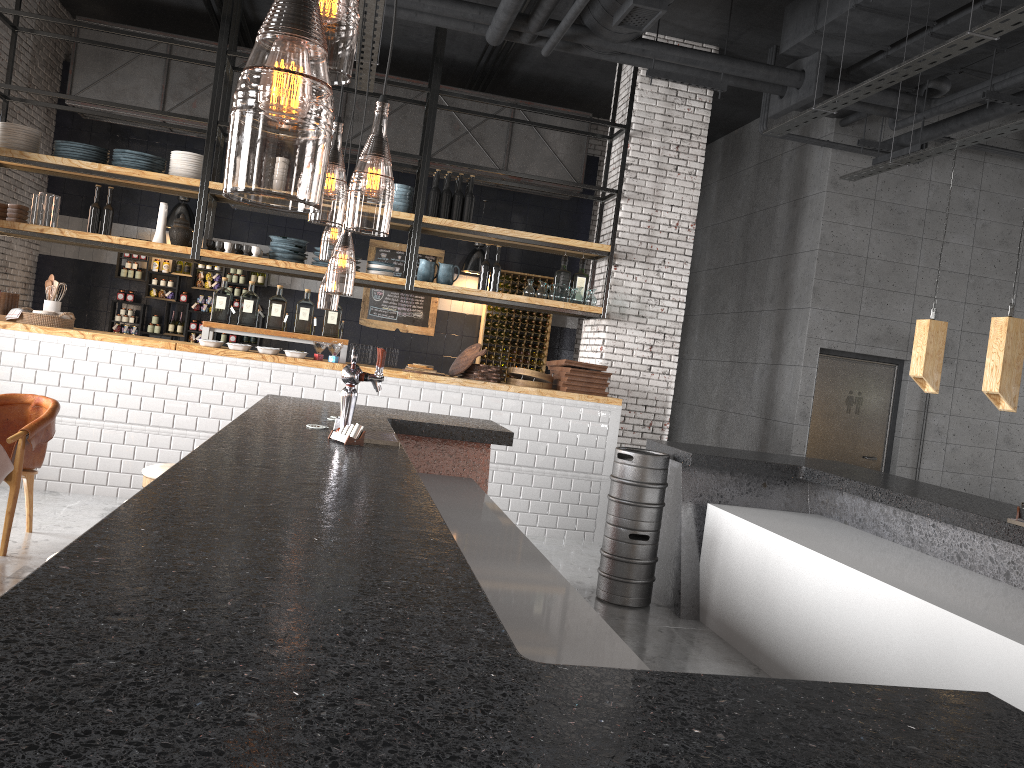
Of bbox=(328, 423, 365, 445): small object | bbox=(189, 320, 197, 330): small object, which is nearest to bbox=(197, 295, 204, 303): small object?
bbox=(189, 320, 197, 330): small object

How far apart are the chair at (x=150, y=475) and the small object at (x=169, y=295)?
7.2m

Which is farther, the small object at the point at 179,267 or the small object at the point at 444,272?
the small object at the point at 179,267

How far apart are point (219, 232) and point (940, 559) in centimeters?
911cm

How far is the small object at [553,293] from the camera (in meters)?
8.49

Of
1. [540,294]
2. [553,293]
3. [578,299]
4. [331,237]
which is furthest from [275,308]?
[331,237]

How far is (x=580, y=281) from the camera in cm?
874

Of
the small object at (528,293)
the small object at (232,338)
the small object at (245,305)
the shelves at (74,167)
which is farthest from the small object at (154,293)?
the small object at (528,293)

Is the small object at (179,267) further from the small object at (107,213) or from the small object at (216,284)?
the small object at (107,213)

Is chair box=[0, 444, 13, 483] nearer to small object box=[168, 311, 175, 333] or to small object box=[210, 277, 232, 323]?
small object box=[210, 277, 232, 323]
